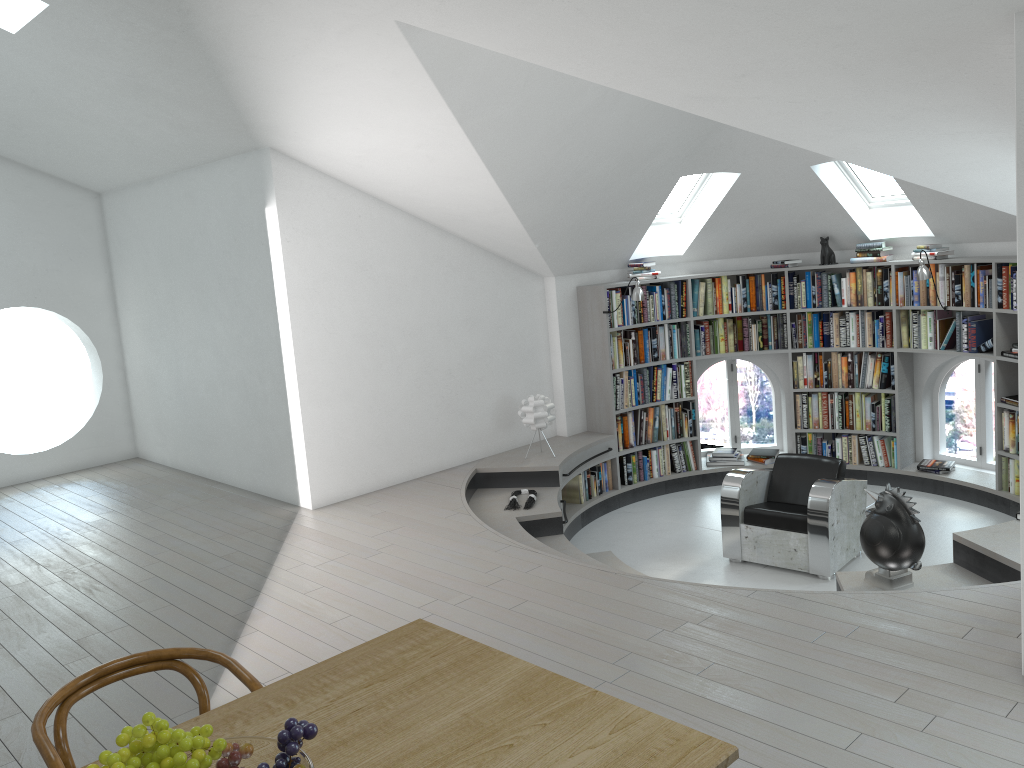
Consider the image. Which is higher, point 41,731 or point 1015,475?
point 41,731

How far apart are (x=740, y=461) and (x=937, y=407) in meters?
1.8 m

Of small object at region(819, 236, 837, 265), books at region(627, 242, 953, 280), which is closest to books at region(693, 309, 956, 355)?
books at region(627, 242, 953, 280)

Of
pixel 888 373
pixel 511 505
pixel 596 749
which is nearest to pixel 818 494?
pixel 511 505

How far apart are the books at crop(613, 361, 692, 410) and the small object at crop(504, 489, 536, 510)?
1.6 meters

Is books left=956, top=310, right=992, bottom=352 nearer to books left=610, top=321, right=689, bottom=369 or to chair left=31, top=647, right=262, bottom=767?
books left=610, top=321, right=689, bottom=369

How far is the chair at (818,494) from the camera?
6.16m

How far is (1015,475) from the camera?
7.1 meters

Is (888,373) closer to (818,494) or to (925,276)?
(925,276)

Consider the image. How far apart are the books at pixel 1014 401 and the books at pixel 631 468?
2.7m
